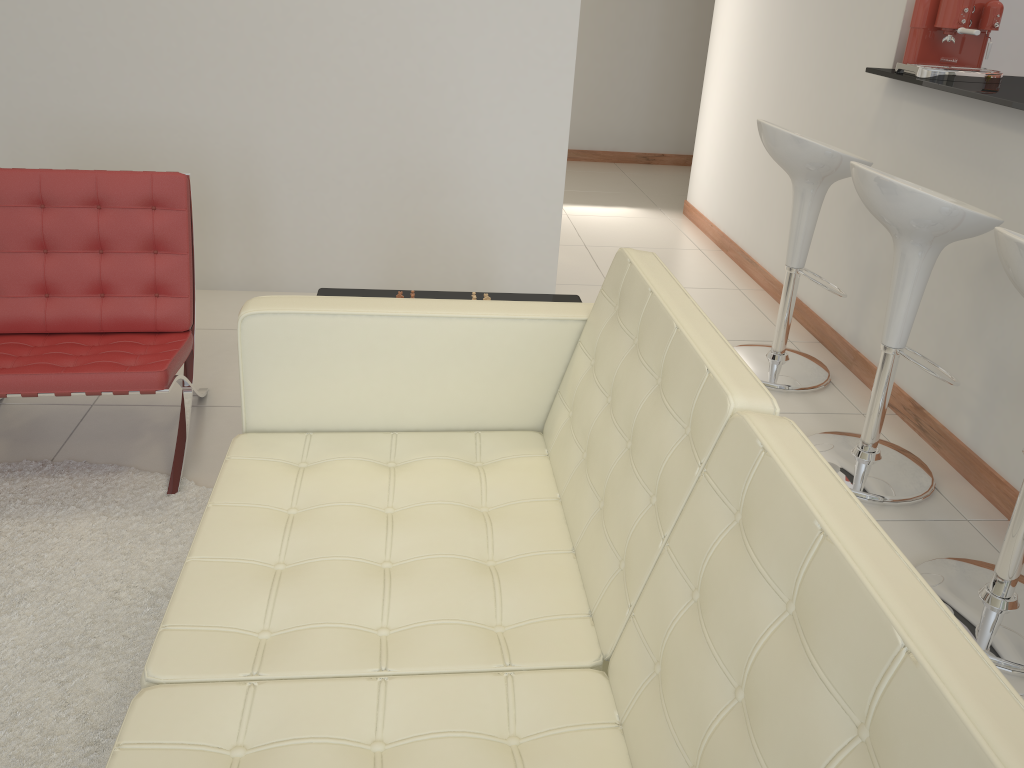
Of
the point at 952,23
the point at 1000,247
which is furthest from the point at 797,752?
the point at 952,23

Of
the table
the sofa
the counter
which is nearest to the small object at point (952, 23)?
the counter

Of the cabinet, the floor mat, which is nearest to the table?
the floor mat

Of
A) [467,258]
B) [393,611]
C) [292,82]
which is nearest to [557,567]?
[393,611]

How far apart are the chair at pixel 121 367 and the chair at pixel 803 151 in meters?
2.0

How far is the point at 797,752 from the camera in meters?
0.9 m

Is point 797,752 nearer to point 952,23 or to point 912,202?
point 912,202

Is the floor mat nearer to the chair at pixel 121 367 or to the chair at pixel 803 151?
the chair at pixel 121 367

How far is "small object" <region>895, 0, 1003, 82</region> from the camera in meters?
3.0

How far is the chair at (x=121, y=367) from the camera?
2.4m
